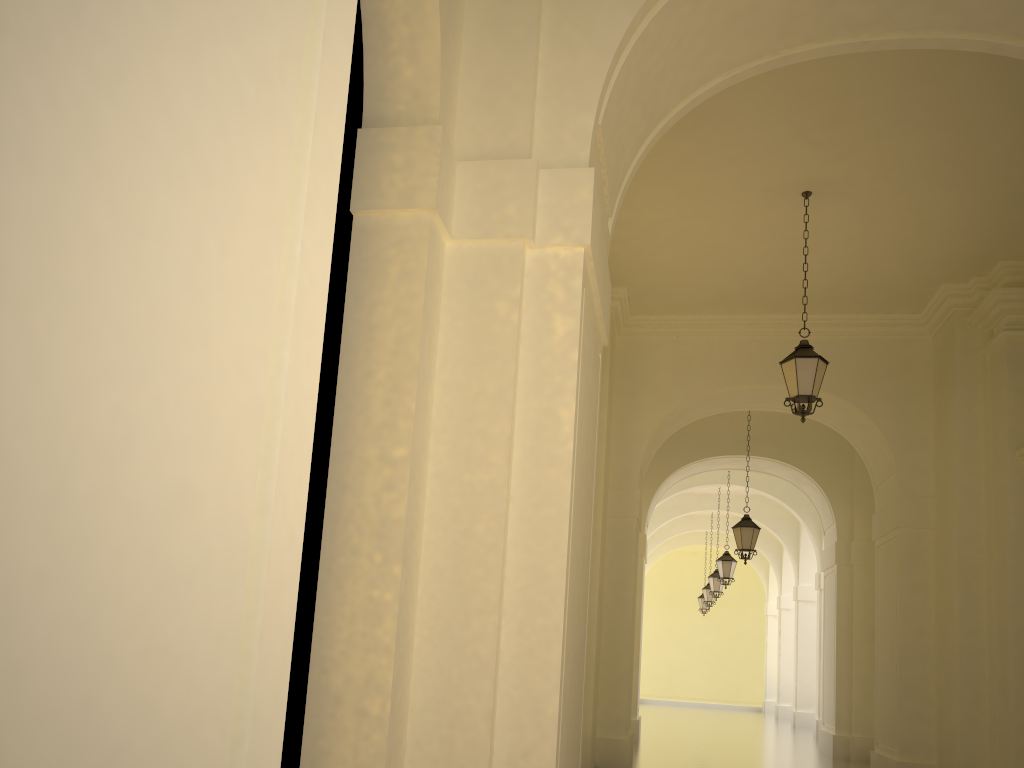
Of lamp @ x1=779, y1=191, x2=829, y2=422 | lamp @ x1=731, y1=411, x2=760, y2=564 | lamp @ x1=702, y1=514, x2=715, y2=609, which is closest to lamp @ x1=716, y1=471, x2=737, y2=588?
lamp @ x1=731, y1=411, x2=760, y2=564

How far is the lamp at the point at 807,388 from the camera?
9.1 meters

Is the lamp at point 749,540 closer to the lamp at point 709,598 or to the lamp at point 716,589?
the lamp at point 716,589

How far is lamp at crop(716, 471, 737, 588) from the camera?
19.66m

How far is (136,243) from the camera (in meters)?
0.82

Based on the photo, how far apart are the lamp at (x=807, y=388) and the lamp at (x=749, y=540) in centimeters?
615cm

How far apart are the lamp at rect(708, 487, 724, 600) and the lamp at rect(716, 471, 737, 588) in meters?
3.8

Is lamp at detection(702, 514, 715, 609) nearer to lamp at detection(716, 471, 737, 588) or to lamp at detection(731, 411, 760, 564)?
lamp at detection(716, 471, 737, 588)

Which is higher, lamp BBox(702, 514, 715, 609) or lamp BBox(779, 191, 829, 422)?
lamp BBox(779, 191, 829, 422)

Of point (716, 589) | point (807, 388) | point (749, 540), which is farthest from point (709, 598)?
point (807, 388)
